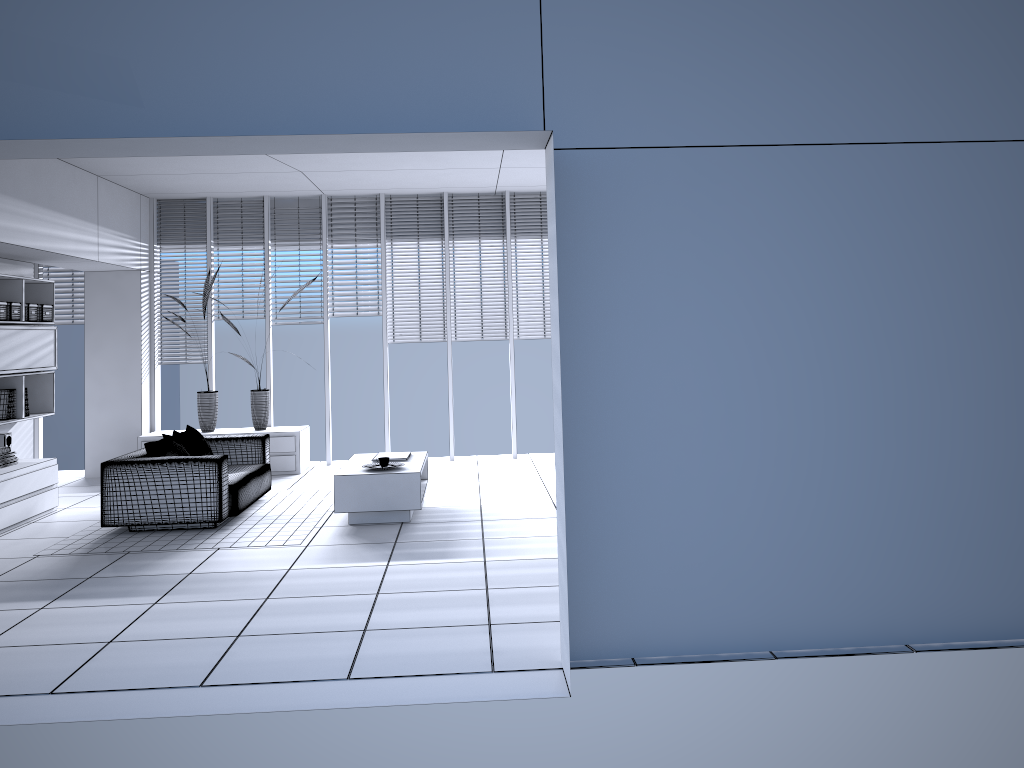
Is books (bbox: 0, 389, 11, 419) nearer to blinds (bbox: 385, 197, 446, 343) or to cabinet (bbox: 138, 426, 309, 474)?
cabinet (bbox: 138, 426, 309, 474)

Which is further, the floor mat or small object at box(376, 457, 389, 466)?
small object at box(376, 457, 389, 466)

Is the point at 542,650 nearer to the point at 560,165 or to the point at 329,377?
the point at 560,165

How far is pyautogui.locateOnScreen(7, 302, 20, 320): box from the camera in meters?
7.5

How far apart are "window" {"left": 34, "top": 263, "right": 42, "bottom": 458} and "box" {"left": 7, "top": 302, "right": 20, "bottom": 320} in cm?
251

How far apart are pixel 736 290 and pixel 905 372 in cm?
85

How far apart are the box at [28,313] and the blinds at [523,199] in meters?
4.9

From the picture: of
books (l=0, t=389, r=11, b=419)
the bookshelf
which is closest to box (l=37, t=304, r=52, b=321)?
the bookshelf

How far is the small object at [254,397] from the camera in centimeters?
954cm

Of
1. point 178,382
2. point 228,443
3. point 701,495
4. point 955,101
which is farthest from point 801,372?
point 178,382
